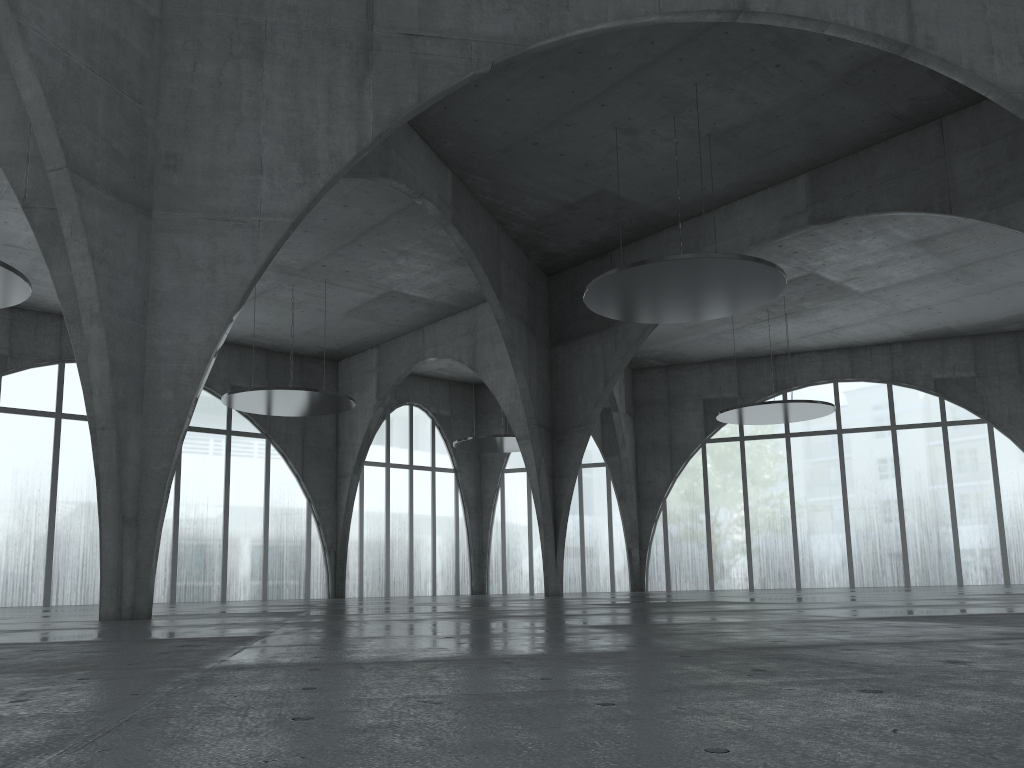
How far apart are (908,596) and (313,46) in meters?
30.9

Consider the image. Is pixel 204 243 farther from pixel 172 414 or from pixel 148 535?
pixel 148 535

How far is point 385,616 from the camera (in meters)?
23.29
